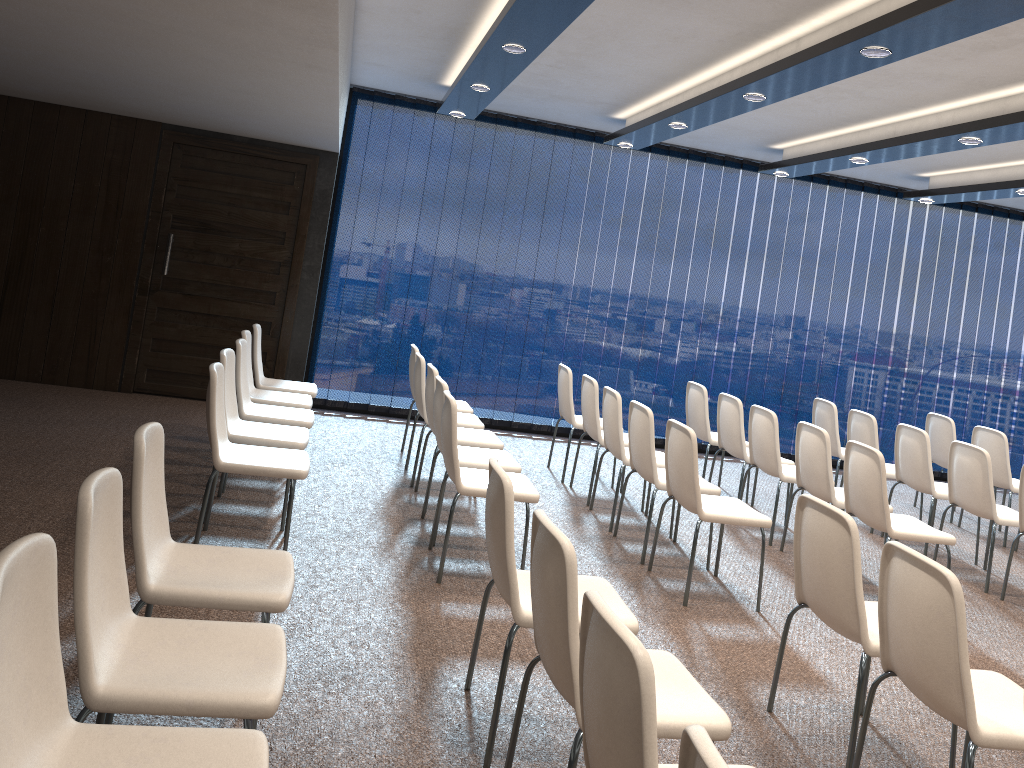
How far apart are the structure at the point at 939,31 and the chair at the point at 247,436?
2.3m

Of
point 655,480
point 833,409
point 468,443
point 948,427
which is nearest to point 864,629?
point 655,480

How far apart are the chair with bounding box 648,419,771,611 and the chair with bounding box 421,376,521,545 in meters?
0.9 m

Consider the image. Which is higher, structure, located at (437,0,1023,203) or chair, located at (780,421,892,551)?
structure, located at (437,0,1023,203)

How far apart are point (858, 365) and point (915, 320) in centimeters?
82cm

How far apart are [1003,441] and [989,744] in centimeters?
537cm

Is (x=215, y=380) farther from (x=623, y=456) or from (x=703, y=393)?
(x=703, y=393)

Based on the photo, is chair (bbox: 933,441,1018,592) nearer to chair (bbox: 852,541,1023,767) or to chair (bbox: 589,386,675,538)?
chair (bbox: 589,386,675,538)

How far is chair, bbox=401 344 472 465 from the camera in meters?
6.9

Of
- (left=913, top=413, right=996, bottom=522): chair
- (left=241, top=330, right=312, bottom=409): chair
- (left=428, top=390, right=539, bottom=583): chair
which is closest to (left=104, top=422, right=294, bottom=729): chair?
(left=428, top=390, right=539, bottom=583): chair
